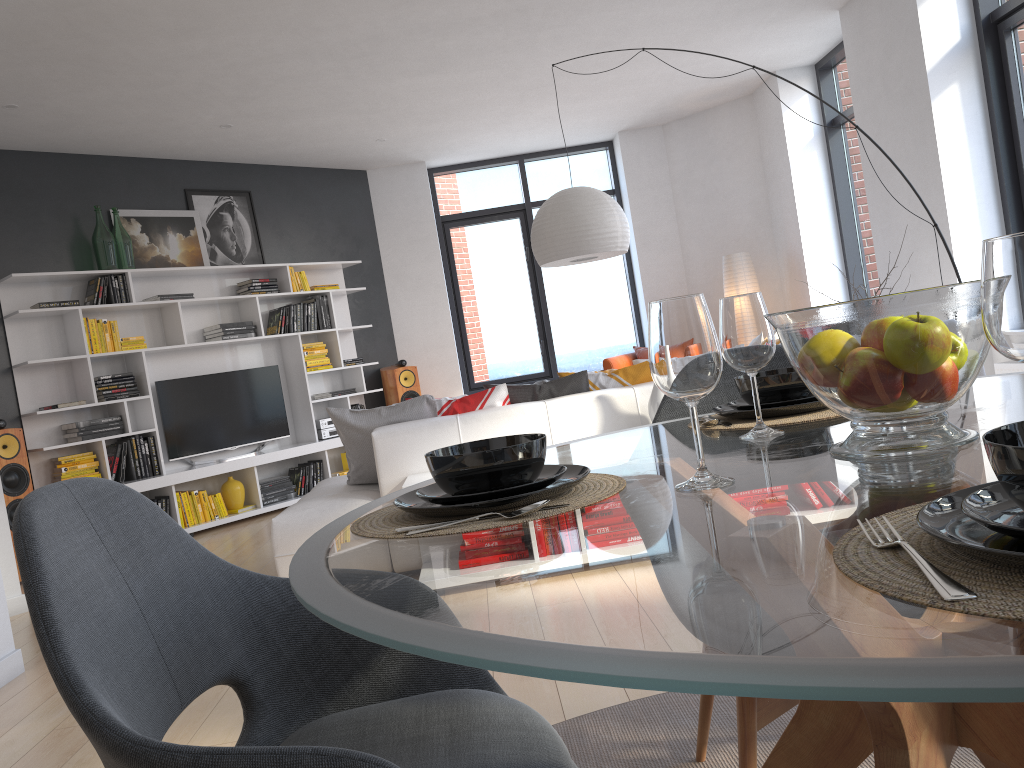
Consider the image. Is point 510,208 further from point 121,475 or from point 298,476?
point 121,475

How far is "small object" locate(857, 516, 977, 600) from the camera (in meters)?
0.52

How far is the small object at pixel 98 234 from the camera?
6.5 meters

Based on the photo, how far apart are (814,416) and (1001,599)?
1.0 meters

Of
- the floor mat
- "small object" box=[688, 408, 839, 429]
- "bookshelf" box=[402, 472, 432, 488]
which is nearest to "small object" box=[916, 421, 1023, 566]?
"small object" box=[688, 408, 839, 429]

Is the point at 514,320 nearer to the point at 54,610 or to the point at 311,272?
the point at 311,272

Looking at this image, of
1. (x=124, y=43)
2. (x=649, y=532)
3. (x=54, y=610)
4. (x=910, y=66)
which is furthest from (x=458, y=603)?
(x=910, y=66)

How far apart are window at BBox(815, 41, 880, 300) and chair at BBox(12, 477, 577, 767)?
6.9 meters

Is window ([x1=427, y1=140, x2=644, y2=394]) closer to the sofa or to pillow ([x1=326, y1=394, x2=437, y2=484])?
the sofa

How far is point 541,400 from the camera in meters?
4.3 m
